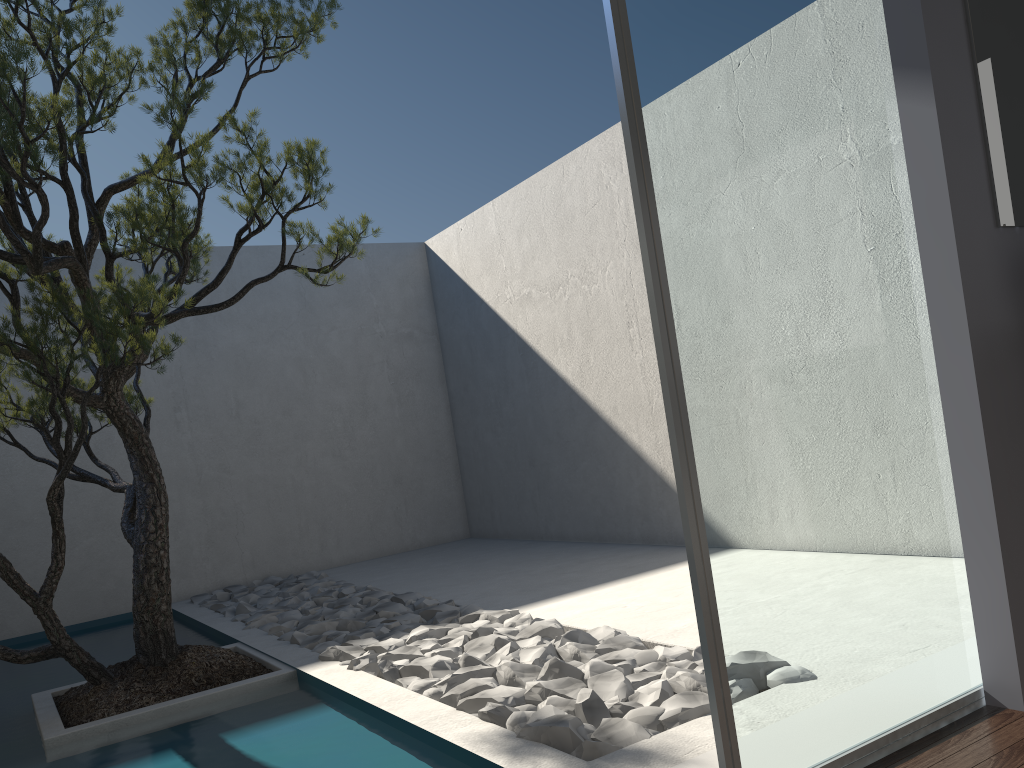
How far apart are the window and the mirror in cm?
22

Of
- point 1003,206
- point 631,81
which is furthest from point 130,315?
point 1003,206

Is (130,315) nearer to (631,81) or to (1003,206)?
(631,81)

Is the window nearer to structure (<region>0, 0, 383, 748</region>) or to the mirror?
the mirror

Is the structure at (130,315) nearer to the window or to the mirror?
the window

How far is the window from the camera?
1.9m

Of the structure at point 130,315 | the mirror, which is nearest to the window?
the mirror

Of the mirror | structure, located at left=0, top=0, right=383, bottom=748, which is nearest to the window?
the mirror

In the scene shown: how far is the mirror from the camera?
2.31m

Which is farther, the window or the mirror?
the mirror
